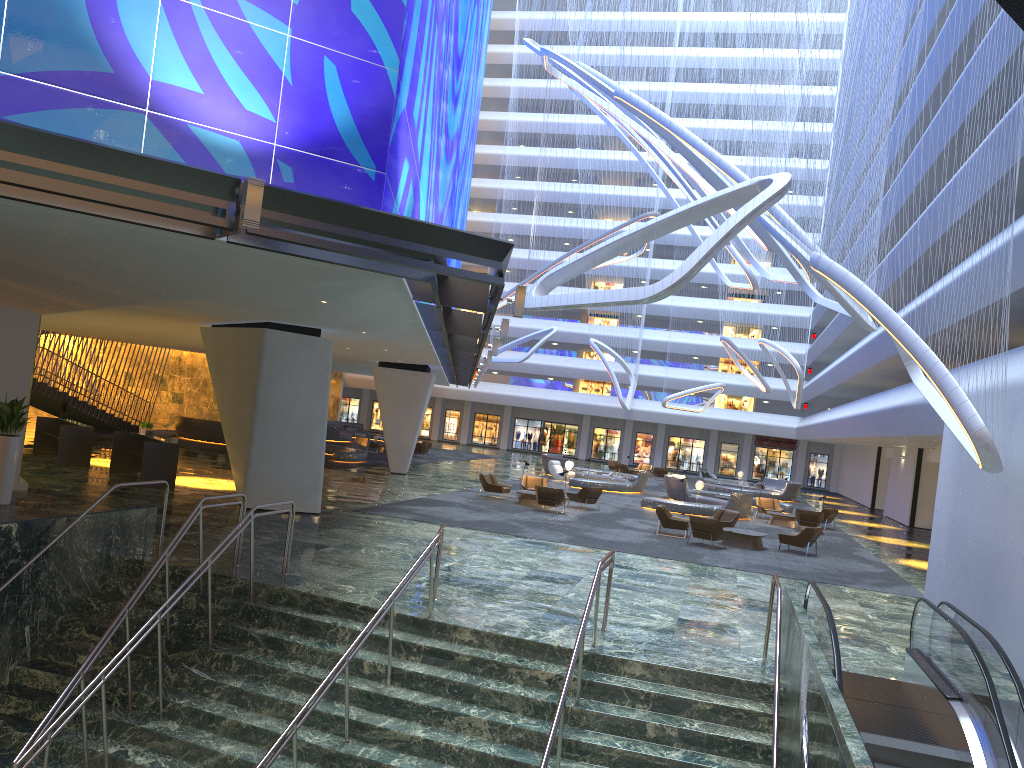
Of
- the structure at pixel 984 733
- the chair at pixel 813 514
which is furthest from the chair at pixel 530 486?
the structure at pixel 984 733

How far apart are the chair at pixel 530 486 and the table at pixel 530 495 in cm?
235

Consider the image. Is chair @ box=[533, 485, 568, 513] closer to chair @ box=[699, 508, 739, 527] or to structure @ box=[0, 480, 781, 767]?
chair @ box=[699, 508, 739, 527]

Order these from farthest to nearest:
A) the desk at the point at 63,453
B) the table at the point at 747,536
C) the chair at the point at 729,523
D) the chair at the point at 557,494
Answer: the chair at the point at 557,494
the chair at the point at 729,523
the desk at the point at 63,453
the table at the point at 747,536

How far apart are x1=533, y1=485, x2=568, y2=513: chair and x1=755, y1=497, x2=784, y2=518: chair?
10.3 meters

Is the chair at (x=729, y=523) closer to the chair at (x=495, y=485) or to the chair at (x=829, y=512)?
the chair at (x=495, y=485)

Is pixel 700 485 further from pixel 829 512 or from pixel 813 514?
pixel 813 514

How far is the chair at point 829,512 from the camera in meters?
31.7

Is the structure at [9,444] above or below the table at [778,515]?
above

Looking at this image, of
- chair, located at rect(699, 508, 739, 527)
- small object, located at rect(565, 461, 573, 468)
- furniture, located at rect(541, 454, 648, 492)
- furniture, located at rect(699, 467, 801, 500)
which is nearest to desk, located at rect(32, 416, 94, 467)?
chair, located at rect(699, 508, 739, 527)
